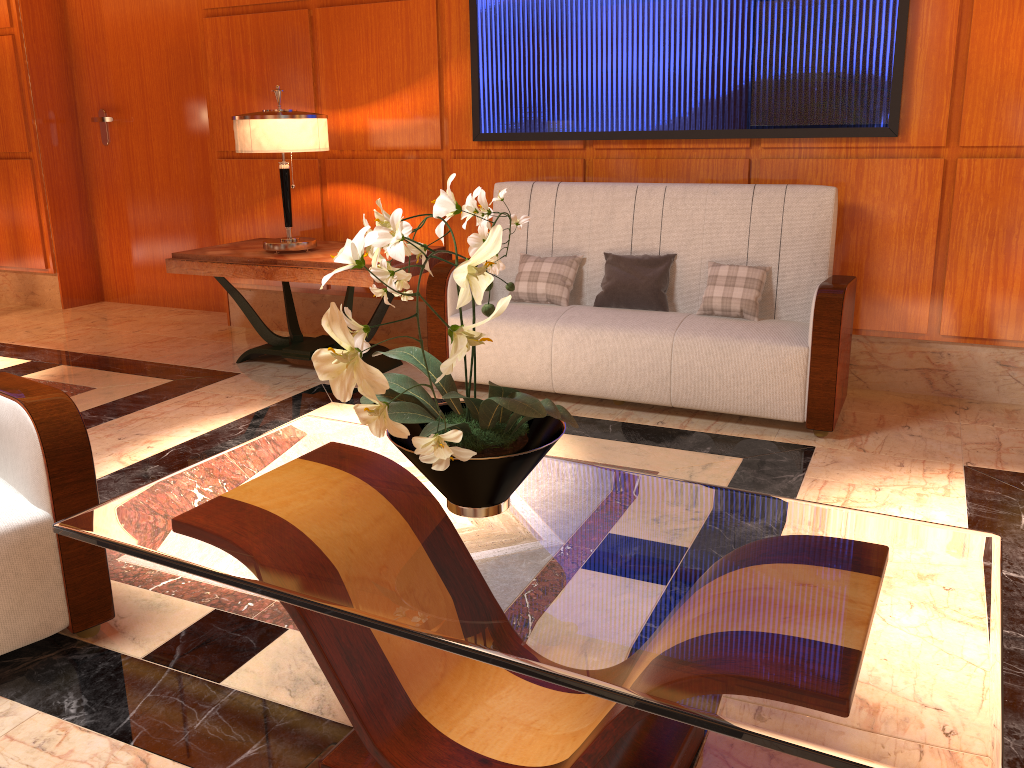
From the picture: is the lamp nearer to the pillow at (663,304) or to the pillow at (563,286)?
the pillow at (563,286)

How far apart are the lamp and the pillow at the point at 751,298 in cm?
194

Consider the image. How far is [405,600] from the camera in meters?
1.4

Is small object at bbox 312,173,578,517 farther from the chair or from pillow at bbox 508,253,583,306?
pillow at bbox 508,253,583,306

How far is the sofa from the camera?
3.4 meters

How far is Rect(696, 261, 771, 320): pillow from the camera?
3.7 meters

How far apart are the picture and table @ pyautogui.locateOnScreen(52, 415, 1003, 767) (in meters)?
2.50

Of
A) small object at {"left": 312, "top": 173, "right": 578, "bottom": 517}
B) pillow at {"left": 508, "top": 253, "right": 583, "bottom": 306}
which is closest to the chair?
small object at {"left": 312, "top": 173, "right": 578, "bottom": 517}

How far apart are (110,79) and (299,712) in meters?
5.4 m

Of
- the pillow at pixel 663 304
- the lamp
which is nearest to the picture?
the pillow at pixel 663 304
